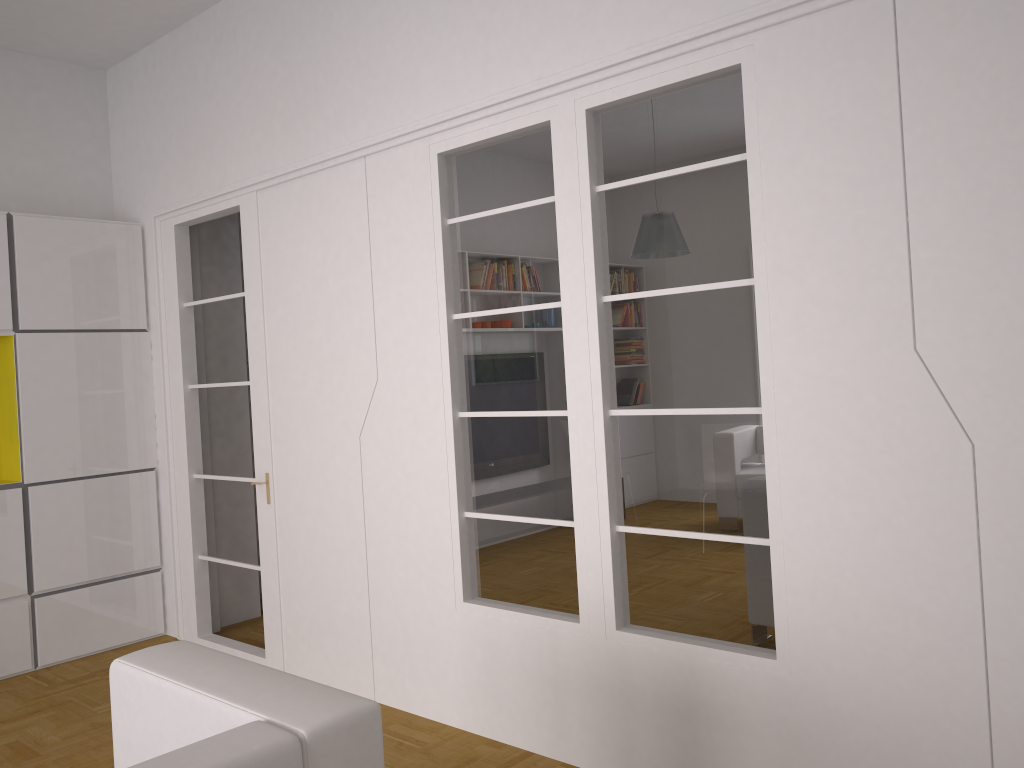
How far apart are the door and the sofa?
2.4m

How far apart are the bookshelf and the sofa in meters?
3.1

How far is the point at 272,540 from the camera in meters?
4.5 m

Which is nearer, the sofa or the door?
the sofa

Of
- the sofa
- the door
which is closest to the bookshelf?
the door

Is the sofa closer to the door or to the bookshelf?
the door

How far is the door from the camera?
4.54m

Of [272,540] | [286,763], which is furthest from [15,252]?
[286,763]

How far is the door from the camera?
4.54m

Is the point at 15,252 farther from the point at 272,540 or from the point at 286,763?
the point at 286,763
